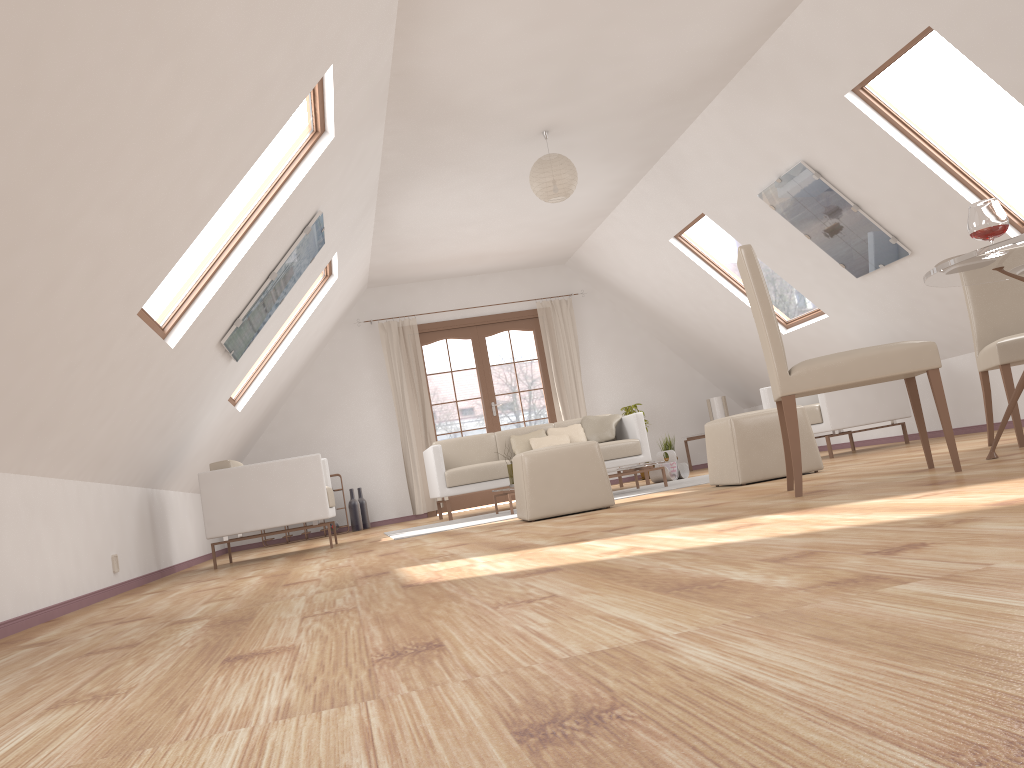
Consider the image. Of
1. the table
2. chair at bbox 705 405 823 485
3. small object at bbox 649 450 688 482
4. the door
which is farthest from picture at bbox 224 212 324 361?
the door

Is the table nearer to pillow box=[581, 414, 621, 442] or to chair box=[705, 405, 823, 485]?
chair box=[705, 405, 823, 485]

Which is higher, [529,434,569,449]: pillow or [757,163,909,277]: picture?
[757,163,909,277]: picture

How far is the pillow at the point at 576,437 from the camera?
8.0 meters

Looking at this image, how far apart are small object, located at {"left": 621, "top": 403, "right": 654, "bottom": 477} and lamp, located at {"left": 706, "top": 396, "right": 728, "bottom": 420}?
0.9m

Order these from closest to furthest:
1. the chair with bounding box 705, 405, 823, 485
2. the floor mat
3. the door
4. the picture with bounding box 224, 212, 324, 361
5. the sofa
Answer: the chair with bounding box 705, 405, 823, 485 → the picture with bounding box 224, 212, 324, 361 → the floor mat → the sofa → the door

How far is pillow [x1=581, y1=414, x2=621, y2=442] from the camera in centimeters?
794cm

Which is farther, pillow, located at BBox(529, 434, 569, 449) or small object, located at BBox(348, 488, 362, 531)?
small object, located at BBox(348, 488, 362, 531)

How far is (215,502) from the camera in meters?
5.8 m

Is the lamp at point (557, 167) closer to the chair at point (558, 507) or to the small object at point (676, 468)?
the chair at point (558, 507)
